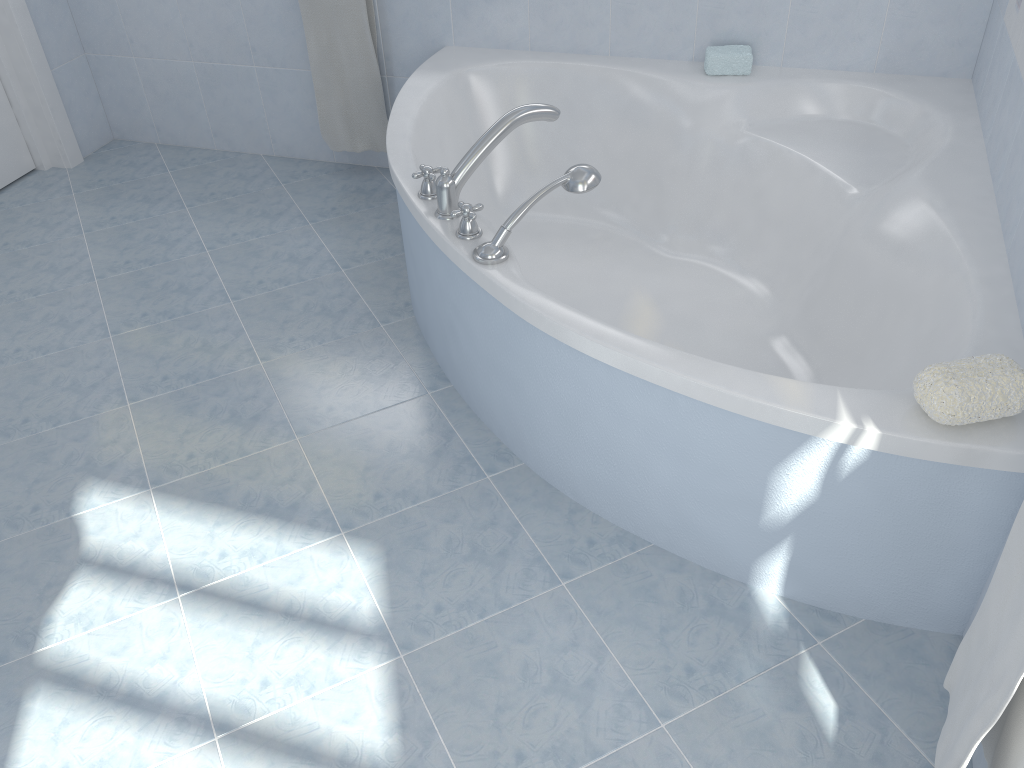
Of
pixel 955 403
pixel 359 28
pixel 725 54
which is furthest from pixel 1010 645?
pixel 359 28

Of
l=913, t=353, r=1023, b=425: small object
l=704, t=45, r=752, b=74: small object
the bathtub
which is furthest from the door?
l=913, t=353, r=1023, b=425: small object

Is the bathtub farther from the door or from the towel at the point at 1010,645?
the door

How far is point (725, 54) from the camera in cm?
248

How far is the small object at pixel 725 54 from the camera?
2.5m

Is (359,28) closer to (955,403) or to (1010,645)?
(955,403)

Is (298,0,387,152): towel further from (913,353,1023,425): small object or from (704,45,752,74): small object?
(913,353,1023,425): small object

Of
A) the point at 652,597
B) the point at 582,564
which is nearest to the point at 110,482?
the point at 582,564

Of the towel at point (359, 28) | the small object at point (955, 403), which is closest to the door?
the towel at point (359, 28)

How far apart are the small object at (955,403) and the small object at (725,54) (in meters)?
1.43
